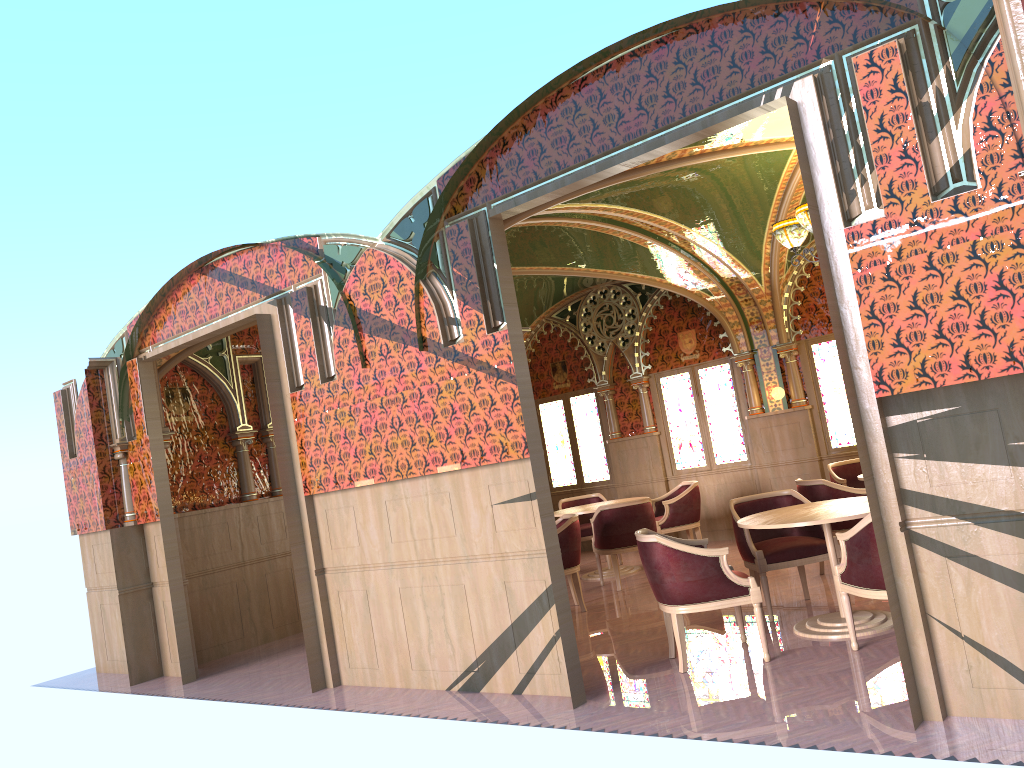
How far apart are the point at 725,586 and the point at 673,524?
4.57m

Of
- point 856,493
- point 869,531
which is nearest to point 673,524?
point 856,493

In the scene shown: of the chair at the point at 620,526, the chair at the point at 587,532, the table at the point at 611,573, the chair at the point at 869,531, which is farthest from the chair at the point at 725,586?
the chair at the point at 587,532

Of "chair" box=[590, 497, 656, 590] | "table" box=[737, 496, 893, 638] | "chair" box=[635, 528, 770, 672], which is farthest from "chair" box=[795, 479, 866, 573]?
"chair" box=[635, 528, 770, 672]

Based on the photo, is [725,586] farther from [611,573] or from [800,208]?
[611,573]

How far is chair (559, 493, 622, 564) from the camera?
10.57m

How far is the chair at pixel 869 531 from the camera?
4.87m

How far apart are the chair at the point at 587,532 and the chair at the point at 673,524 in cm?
83

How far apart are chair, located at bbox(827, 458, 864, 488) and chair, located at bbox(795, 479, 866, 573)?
1.27m

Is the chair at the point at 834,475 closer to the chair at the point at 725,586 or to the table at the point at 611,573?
the table at the point at 611,573
